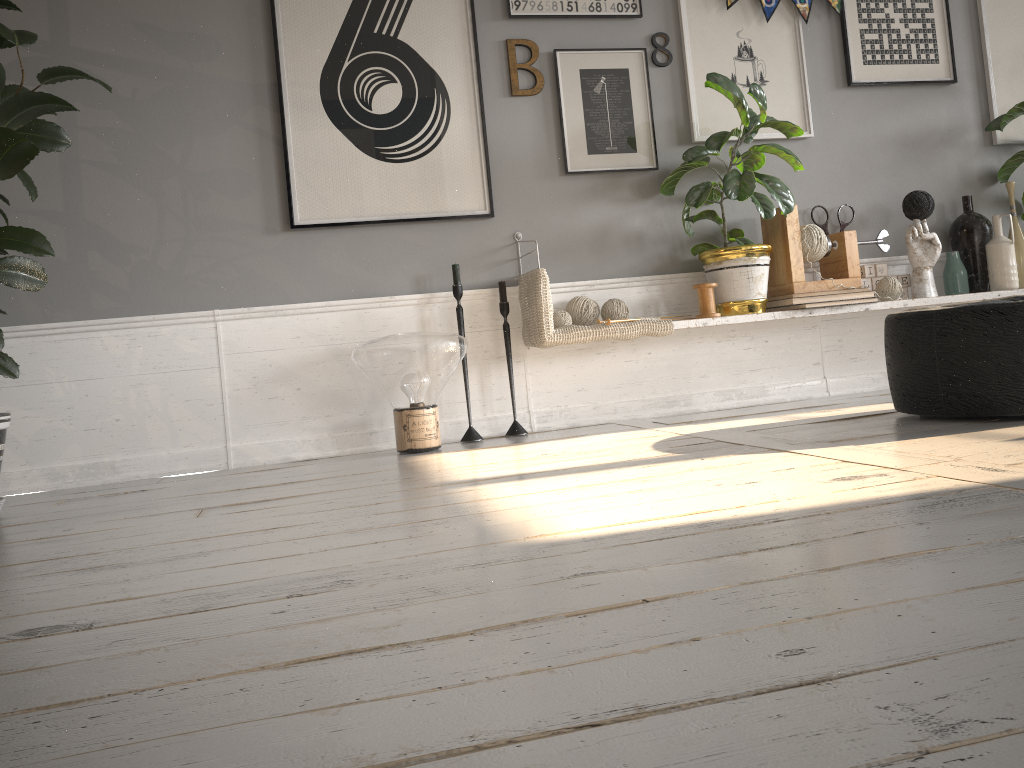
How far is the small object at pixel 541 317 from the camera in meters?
3.3

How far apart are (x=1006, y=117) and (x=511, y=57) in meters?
2.3 m

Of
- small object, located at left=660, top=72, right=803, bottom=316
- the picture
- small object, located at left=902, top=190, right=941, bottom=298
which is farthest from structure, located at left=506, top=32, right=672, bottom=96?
small object, located at left=902, top=190, right=941, bottom=298

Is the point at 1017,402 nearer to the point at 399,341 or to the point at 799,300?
the point at 799,300

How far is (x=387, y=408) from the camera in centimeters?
350cm

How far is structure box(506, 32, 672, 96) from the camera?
3.6m

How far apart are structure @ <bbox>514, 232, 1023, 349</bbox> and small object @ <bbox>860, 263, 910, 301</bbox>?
0.2m

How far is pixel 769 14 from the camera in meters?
3.8 m

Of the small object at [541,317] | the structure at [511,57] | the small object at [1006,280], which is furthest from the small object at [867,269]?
the structure at [511,57]

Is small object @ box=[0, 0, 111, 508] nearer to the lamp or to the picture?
the picture
